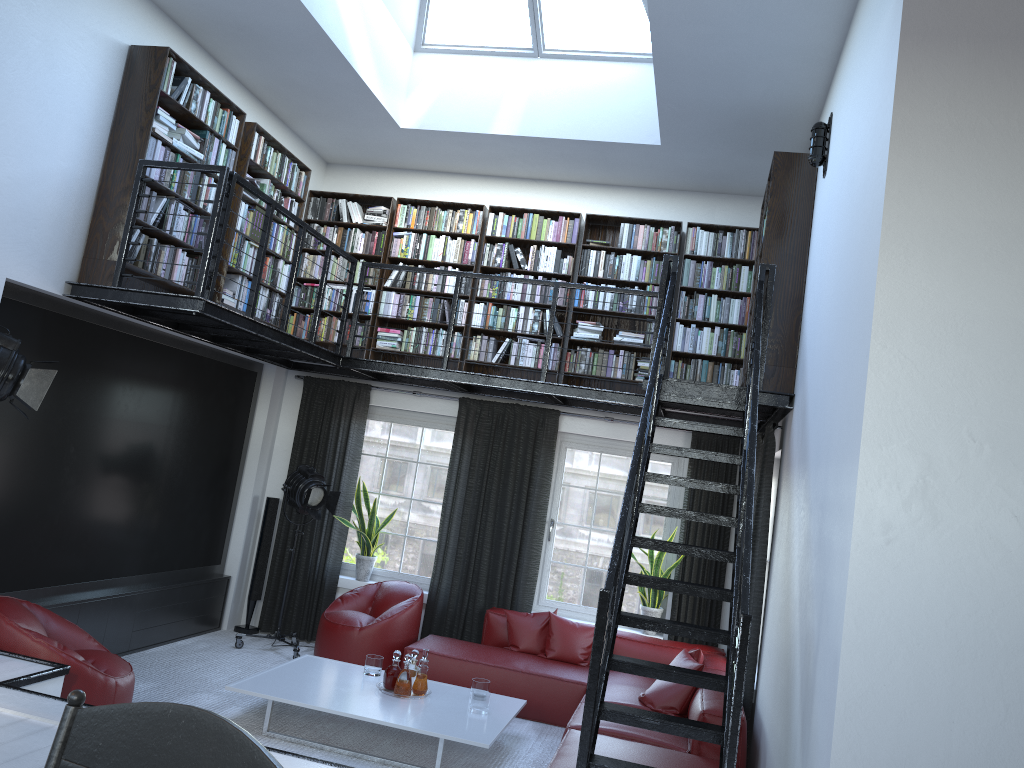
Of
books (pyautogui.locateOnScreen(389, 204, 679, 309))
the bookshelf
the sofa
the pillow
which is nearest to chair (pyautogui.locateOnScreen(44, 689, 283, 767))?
the sofa

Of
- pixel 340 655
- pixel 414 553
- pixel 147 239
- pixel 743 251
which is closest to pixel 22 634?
pixel 147 239

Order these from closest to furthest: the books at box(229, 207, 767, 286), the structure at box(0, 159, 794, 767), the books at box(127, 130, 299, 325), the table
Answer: the structure at box(0, 159, 794, 767)
the table
the books at box(127, 130, 299, 325)
the books at box(229, 207, 767, 286)

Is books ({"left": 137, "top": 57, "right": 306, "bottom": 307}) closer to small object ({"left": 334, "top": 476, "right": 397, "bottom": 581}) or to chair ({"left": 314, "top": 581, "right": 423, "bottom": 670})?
small object ({"left": 334, "top": 476, "right": 397, "bottom": 581})

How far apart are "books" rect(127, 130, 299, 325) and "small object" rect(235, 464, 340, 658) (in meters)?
1.28

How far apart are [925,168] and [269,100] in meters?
5.7 m

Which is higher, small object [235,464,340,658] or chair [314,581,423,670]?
small object [235,464,340,658]

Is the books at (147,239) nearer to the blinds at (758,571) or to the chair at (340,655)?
the chair at (340,655)

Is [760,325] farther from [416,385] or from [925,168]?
[416,385]

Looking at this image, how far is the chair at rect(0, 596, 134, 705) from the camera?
4.47m
